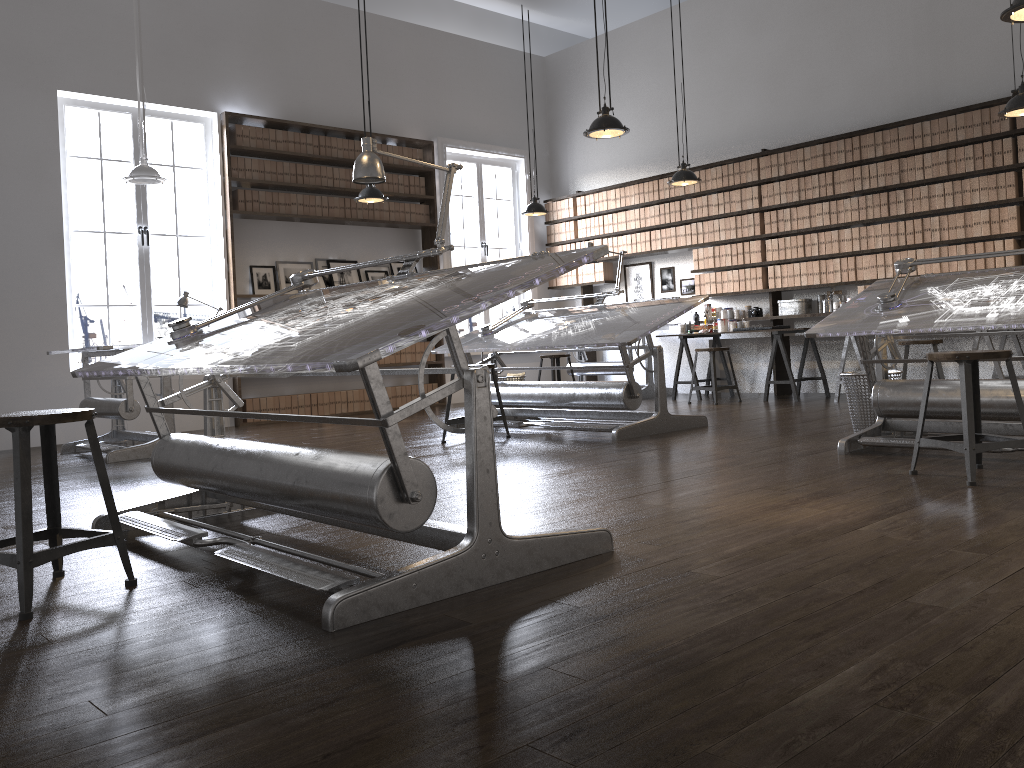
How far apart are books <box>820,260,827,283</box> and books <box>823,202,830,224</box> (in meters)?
0.39

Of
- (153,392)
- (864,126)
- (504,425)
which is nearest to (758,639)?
(153,392)

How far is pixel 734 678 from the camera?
1.7 meters

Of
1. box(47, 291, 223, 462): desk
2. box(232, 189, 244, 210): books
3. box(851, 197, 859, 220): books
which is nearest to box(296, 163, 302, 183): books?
box(232, 189, 244, 210): books

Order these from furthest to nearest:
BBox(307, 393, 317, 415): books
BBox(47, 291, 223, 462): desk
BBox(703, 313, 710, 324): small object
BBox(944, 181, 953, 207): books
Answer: BBox(703, 313, 710, 324): small object
BBox(307, 393, 317, 415): books
BBox(944, 181, 953, 207): books
BBox(47, 291, 223, 462): desk

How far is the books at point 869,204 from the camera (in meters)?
7.97

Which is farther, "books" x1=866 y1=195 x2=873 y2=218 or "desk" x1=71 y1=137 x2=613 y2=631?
"books" x1=866 y1=195 x2=873 y2=218

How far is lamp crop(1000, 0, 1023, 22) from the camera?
3.9 meters

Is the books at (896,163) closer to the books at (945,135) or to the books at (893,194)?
the books at (893,194)

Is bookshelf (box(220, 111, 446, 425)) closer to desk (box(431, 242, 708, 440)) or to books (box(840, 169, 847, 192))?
desk (box(431, 242, 708, 440))
